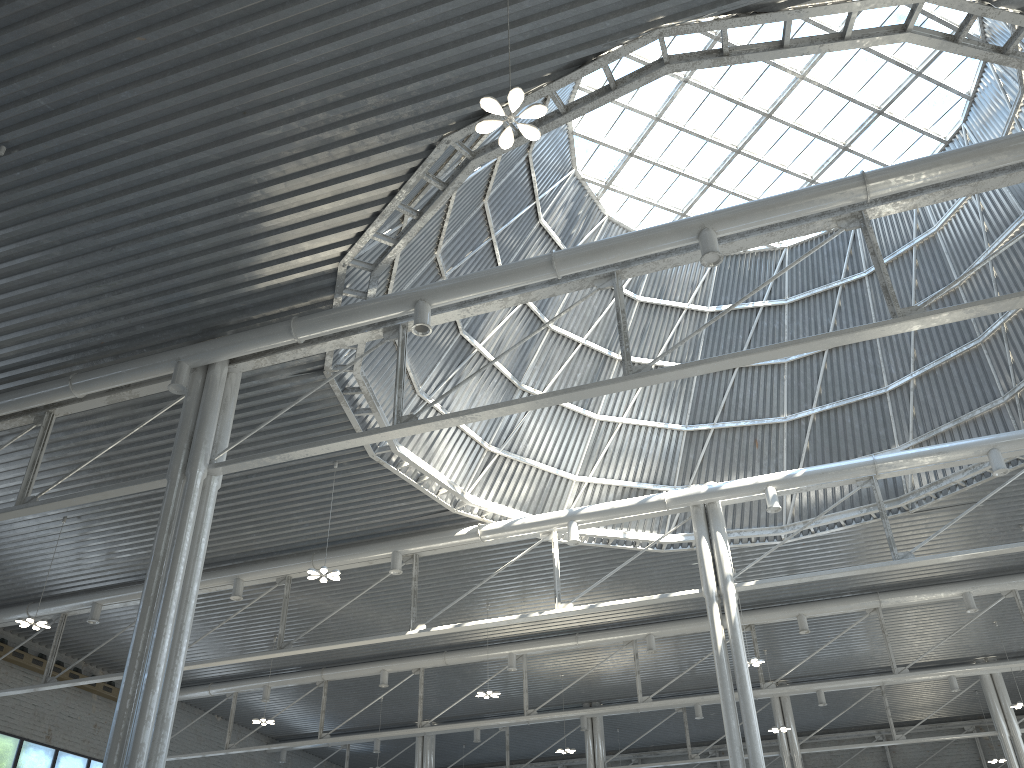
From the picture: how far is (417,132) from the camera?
18.4 meters
